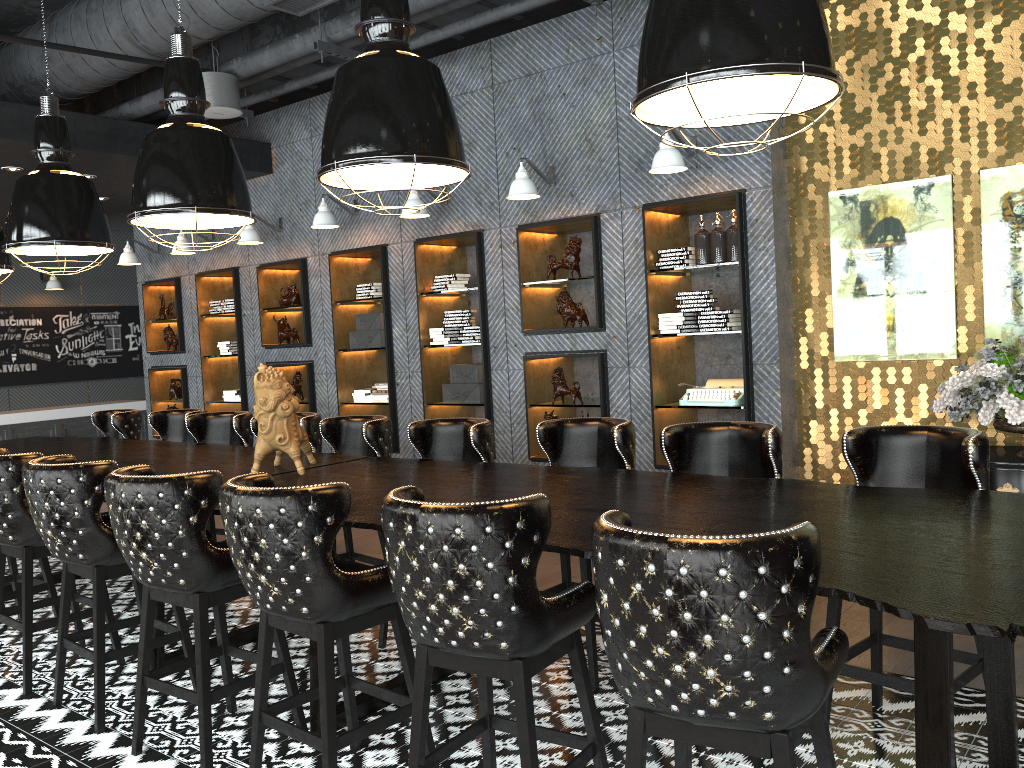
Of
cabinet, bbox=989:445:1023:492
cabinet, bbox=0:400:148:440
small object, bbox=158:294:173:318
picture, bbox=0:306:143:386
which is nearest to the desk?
cabinet, bbox=989:445:1023:492

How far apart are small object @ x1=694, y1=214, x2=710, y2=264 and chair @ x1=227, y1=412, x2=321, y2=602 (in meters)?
2.68

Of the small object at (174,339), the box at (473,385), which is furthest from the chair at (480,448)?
the small object at (174,339)

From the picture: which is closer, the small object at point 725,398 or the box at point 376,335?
the small object at point 725,398

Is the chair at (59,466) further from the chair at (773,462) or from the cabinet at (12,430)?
the cabinet at (12,430)

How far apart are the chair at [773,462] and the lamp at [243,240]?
5.68m

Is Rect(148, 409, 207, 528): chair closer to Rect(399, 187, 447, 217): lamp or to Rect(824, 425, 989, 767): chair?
Rect(399, 187, 447, 217): lamp

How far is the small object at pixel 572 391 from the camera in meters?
6.6

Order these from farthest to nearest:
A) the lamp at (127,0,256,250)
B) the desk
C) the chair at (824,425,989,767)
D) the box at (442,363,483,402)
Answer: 1. the box at (442,363,483,402)
2. the lamp at (127,0,256,250)
3. the chair at (824,425,989,767)
4. the desk

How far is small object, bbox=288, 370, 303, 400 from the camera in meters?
8.7
